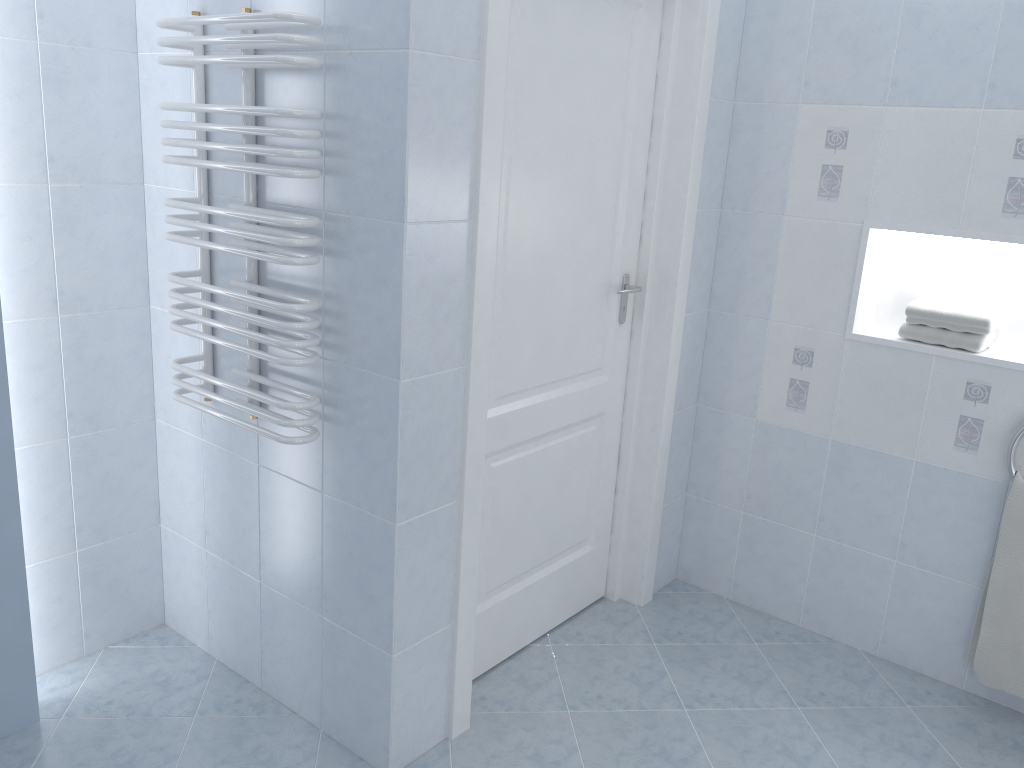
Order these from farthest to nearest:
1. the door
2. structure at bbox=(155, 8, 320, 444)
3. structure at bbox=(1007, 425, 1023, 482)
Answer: structure at bbox=(1007, 425, 1023, 482)
the door
structure at bbox=(155, 8, 320, 444)

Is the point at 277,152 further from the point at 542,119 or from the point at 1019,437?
the point at 1019,437

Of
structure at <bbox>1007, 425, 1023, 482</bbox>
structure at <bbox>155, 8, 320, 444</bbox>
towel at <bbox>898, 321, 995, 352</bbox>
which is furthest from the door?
structure at <bbox>1007, 425, 1023, 482</bbox>

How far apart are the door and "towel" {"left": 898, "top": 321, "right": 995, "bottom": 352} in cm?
81

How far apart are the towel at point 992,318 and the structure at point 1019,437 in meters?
0.3 m

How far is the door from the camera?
2.3 meters

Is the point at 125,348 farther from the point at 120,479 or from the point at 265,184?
the point at 265,184

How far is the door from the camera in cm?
226

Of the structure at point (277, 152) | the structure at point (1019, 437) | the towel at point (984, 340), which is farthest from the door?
the structure at point (1019, 437)

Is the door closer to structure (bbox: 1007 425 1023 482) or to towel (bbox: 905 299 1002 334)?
towel (bbox: 905 299 1002 334)
